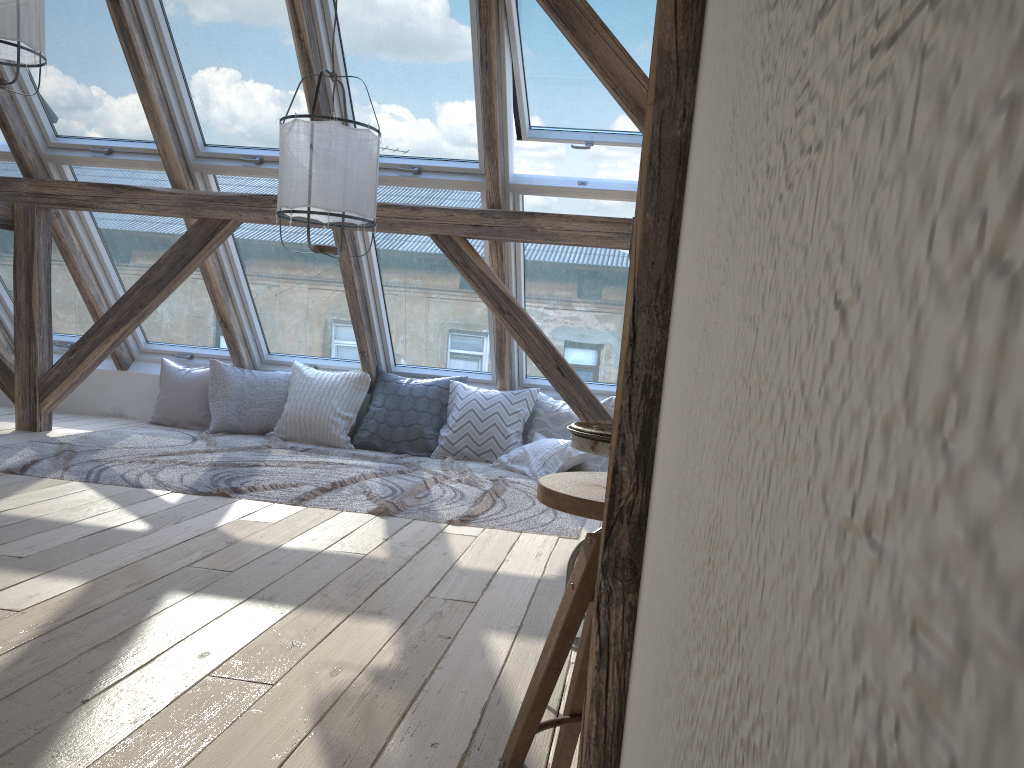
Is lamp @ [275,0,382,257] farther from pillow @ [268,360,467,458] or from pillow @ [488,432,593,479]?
pillow @ [268,360,467,458]

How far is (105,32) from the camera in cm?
482

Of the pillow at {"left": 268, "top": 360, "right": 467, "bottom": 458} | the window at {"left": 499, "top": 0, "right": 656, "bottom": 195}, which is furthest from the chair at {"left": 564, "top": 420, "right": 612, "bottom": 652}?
the pillow at {"left": 268, "top": 360, "right": 467, "bottom": 458}

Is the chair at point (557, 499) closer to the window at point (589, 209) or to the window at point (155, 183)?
the window at point (589, 209)

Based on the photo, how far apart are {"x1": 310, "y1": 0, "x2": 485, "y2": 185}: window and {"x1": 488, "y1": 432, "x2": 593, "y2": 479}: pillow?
1.58m

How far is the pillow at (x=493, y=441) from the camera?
5.6m

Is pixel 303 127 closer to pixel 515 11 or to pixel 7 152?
pixel 515 11

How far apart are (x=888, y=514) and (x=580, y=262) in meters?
5.3 m

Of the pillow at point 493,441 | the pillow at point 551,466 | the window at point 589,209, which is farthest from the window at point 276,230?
the pillow at point 551,466

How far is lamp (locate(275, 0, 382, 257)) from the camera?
3.51m
